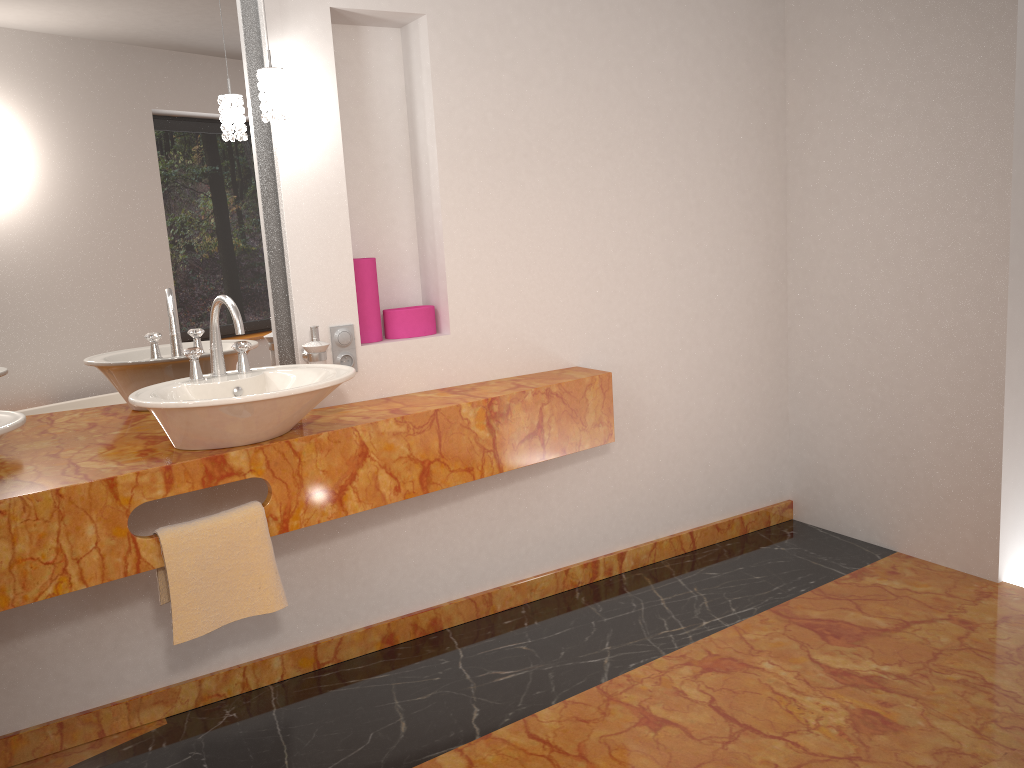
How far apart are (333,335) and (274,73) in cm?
73

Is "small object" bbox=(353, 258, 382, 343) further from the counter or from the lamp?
the lamp

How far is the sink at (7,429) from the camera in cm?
177

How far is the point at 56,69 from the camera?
2.3m

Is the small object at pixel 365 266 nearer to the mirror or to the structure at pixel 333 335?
the structure at pixel 333 335

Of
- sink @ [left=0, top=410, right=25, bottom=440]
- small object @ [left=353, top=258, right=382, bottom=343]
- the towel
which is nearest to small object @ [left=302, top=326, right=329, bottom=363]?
small object @ [left=353, top=258, right=382, bottom=343]

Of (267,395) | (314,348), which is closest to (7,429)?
(267,395)

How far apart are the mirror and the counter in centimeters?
5cm

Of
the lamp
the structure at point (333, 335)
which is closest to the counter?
the structure at point (333, 335)

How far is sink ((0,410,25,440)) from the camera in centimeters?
177cm
